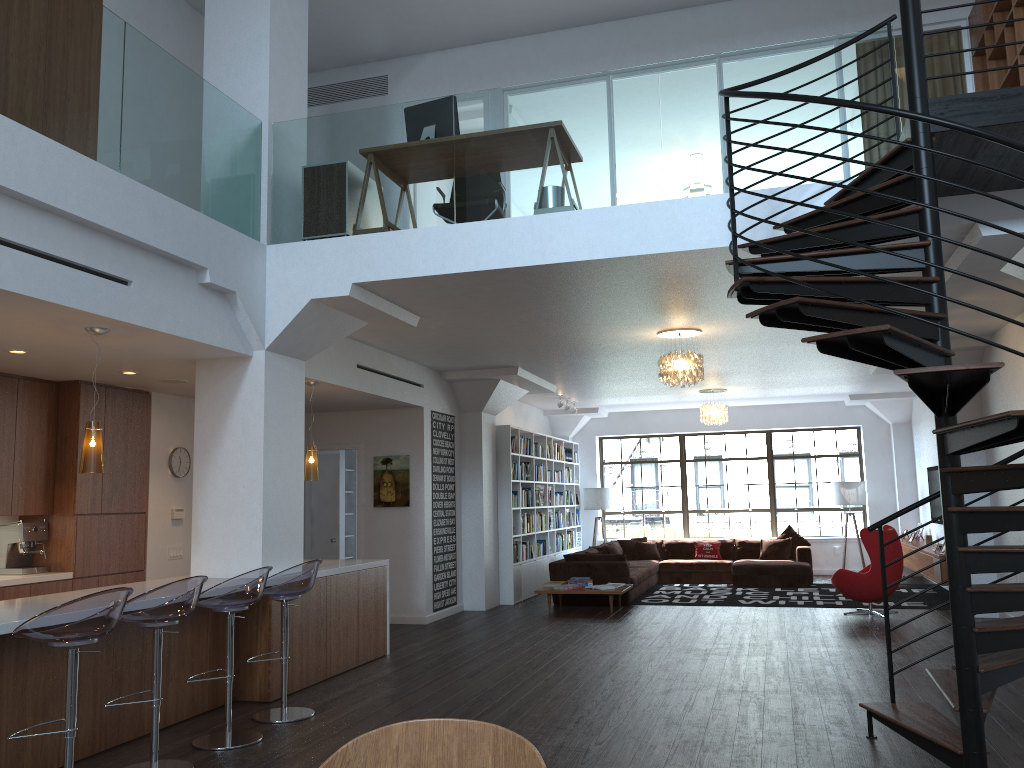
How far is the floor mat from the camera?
11.4m

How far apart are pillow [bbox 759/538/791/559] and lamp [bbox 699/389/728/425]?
2.5 meters

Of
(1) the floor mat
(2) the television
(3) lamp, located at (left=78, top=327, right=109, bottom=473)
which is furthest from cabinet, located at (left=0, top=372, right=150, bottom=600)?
(2) the television

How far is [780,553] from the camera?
14.27m

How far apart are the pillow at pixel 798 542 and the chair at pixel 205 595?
10.92m

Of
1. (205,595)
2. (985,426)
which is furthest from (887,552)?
(205,595)

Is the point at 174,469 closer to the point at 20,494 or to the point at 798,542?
the point at 20,494

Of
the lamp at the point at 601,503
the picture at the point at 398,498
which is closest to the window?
the lamp at the point at 601,503

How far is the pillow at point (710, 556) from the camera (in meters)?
14.73

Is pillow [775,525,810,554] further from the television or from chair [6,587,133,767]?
chair [6,587,133,767]
